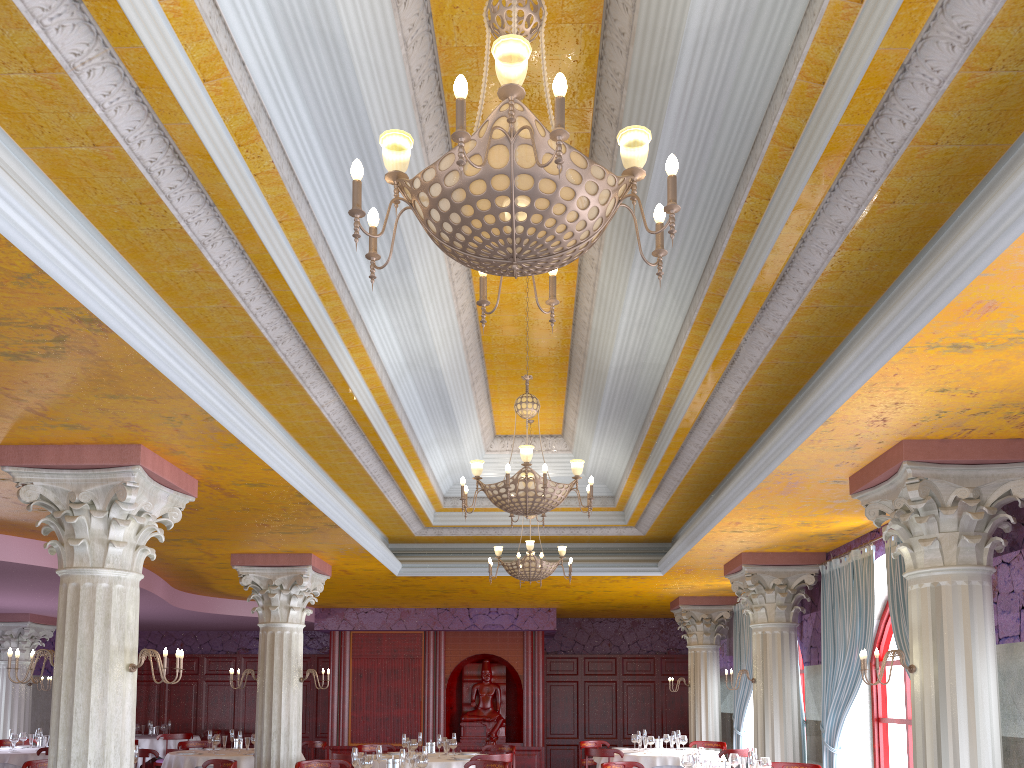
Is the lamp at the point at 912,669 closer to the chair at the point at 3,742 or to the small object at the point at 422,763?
the small object at the point at 422,763

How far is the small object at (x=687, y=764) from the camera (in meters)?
8.34

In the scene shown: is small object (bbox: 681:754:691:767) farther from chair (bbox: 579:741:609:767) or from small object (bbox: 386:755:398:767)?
chair (bbox: 579:741:609:767)

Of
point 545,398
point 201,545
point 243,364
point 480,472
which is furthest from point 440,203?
point 201,545

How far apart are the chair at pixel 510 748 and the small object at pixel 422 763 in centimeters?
456cm

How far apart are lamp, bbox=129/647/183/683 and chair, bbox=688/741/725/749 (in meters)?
10.00

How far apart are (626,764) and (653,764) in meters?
2.7

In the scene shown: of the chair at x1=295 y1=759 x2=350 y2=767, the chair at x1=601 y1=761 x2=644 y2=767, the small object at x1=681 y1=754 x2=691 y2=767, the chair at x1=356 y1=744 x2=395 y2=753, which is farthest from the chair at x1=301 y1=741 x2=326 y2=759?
the small object at x1=681 y1=754 x2=691 y2=767

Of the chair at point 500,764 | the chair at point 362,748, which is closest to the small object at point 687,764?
the chair at point 500,764

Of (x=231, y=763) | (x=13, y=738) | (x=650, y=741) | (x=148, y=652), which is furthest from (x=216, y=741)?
(x=148, y=652)
